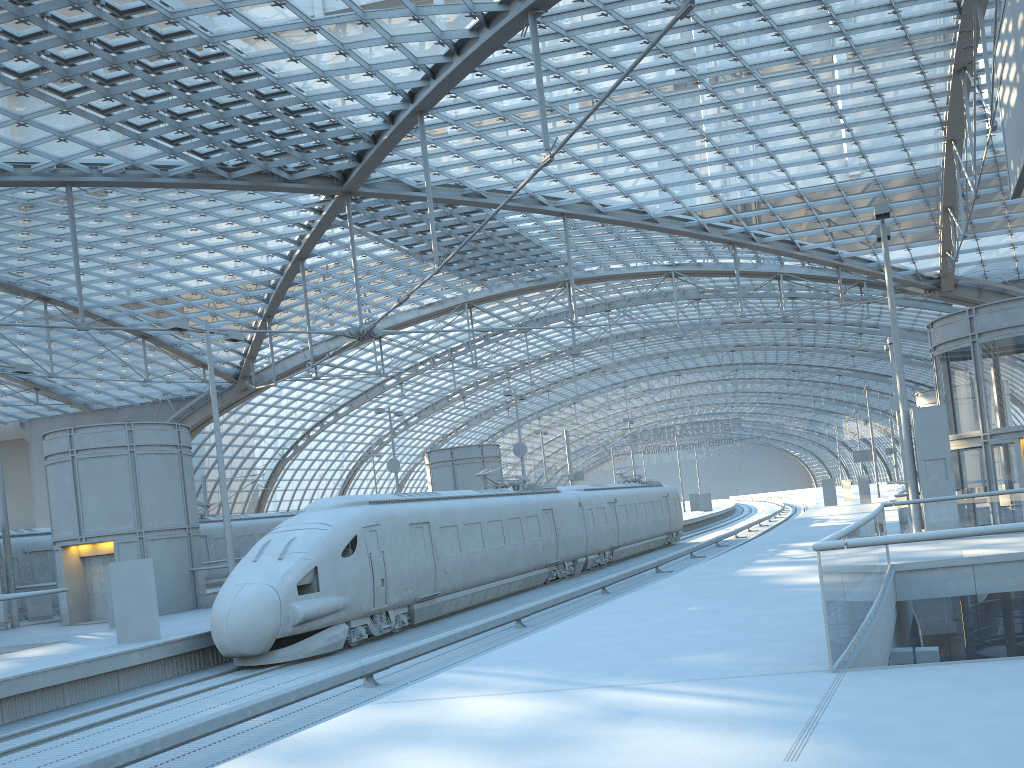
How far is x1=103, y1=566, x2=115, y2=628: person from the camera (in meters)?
21.49

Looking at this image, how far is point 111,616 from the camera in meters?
21.5 m

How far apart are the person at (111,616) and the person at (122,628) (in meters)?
4.50

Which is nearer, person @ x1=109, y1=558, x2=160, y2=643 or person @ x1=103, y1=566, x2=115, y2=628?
person @ x1=109, y1=558, x2=160, y2=643

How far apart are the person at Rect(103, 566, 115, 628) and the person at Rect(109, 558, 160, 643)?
4.50m

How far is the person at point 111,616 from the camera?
21.5 meters

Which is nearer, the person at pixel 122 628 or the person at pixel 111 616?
the person at pixel 122 628

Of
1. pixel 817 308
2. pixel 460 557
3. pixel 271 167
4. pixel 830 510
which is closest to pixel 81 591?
pixel 460 557

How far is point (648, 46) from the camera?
19.5 meters
